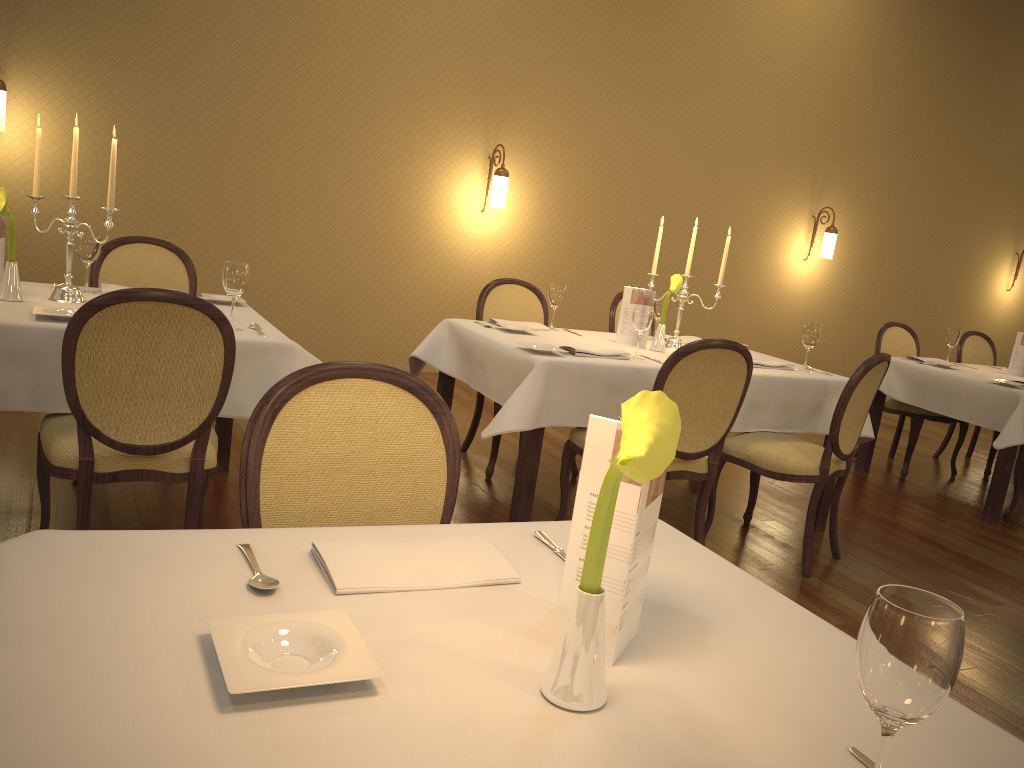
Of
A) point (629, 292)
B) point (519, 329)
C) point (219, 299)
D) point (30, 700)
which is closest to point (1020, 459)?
point (629, 292)

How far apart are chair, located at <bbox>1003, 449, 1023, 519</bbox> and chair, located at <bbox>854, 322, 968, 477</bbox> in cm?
74

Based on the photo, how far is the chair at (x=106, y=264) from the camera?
3.8 meters

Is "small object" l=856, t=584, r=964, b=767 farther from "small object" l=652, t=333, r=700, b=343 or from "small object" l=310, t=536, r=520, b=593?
"small object" l=652, t=333, r=700, b=343

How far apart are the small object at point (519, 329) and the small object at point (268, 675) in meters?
3.0 m

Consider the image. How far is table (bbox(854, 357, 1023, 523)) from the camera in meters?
4.8

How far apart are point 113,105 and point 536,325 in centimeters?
A: 324cm

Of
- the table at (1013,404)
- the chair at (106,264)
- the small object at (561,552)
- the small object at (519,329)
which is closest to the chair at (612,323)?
the small object at (519,329)

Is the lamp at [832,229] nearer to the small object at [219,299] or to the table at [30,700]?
the small object at [219,299]

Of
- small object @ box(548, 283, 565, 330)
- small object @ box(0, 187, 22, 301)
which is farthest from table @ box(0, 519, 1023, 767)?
small object @ box(548, 283, 565, 330)
